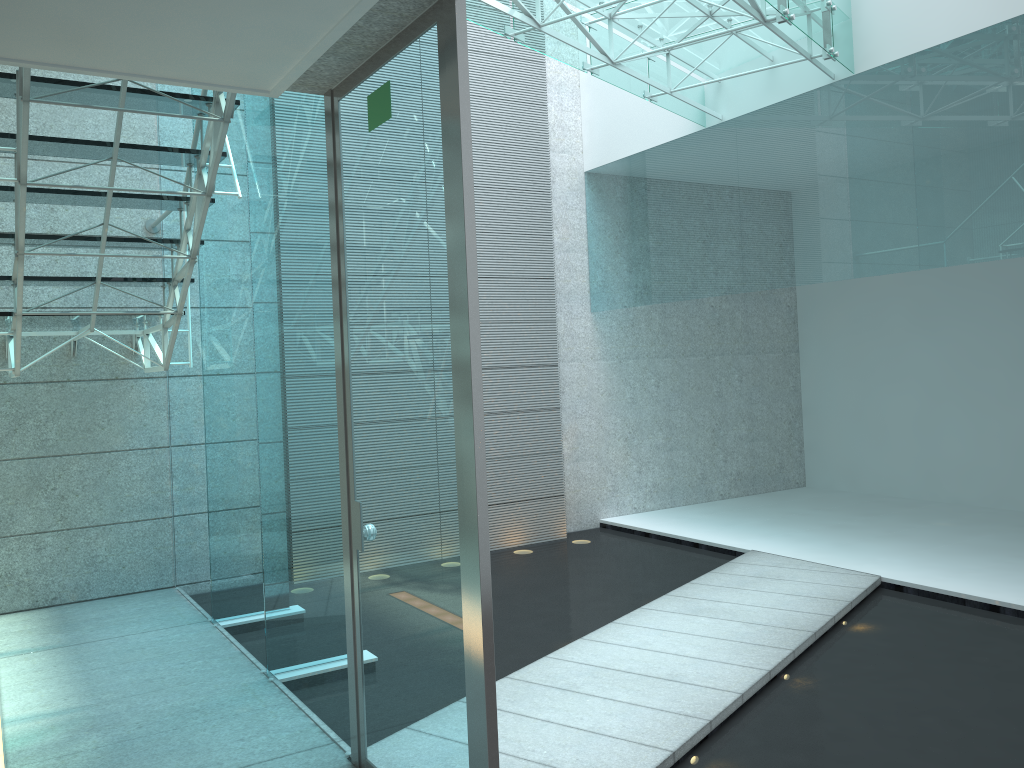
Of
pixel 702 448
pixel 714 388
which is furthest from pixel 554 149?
pixel 702 448

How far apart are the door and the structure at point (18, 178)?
0.6m

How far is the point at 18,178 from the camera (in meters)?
3.05

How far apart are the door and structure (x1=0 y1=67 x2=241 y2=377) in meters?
0.6 m

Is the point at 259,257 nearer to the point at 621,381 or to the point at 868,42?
the point at 868,42

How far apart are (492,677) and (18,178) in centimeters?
240cm

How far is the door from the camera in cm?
200

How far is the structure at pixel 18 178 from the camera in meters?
3.1 m

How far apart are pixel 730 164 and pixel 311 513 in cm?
363

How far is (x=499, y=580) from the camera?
5.22m
